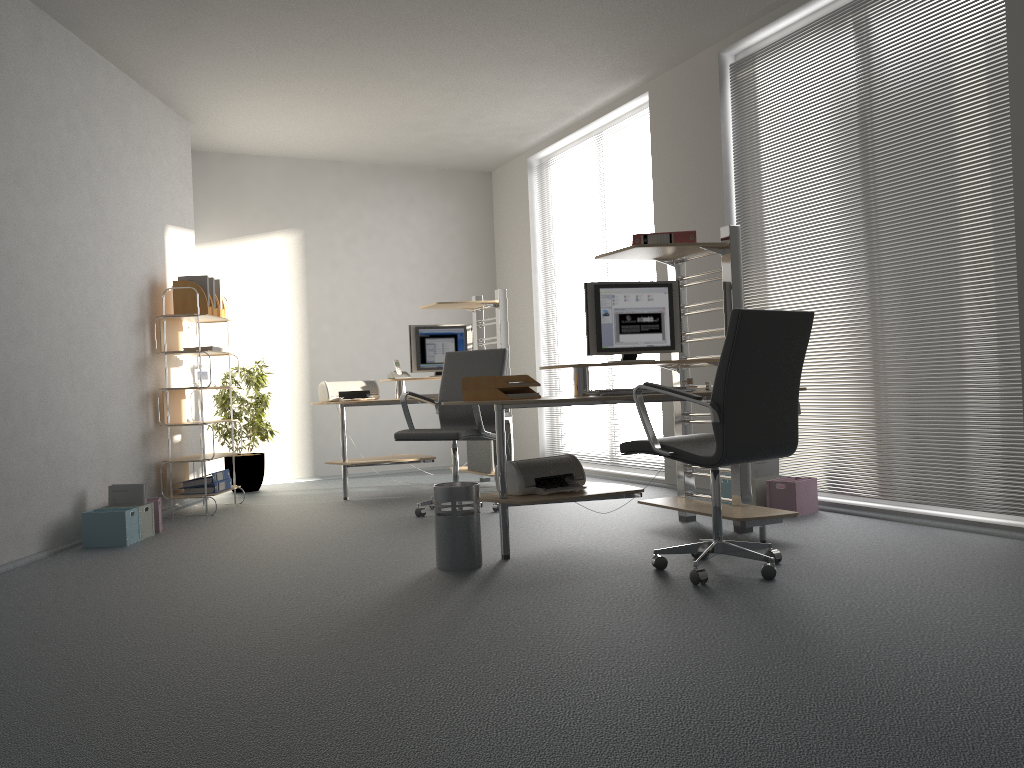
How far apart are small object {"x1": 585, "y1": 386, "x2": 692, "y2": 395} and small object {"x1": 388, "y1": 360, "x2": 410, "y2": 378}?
3.2 meters

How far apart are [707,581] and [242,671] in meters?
1.8 m

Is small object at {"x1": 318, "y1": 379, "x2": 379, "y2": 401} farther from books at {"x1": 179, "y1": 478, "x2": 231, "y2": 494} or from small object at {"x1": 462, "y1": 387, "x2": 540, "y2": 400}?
small object at {"x1": 462, "y1": 387, "x2": 540, "y2": 400}

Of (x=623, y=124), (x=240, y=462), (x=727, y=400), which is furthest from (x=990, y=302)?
(x=240, y=462)

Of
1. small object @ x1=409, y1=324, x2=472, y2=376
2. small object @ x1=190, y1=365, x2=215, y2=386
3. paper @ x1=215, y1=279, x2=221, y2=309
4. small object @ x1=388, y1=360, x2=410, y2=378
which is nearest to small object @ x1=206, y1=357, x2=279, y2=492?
small object @ x1=190, y1=365, x2=215, y2=386

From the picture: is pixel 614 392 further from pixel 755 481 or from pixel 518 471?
pixel 755 481

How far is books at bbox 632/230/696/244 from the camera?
4.5m

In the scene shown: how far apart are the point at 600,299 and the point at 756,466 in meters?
1.5

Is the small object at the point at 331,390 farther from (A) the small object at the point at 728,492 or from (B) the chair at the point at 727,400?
(B) the chair at the point at 727,400

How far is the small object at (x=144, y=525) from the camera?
5.15m
